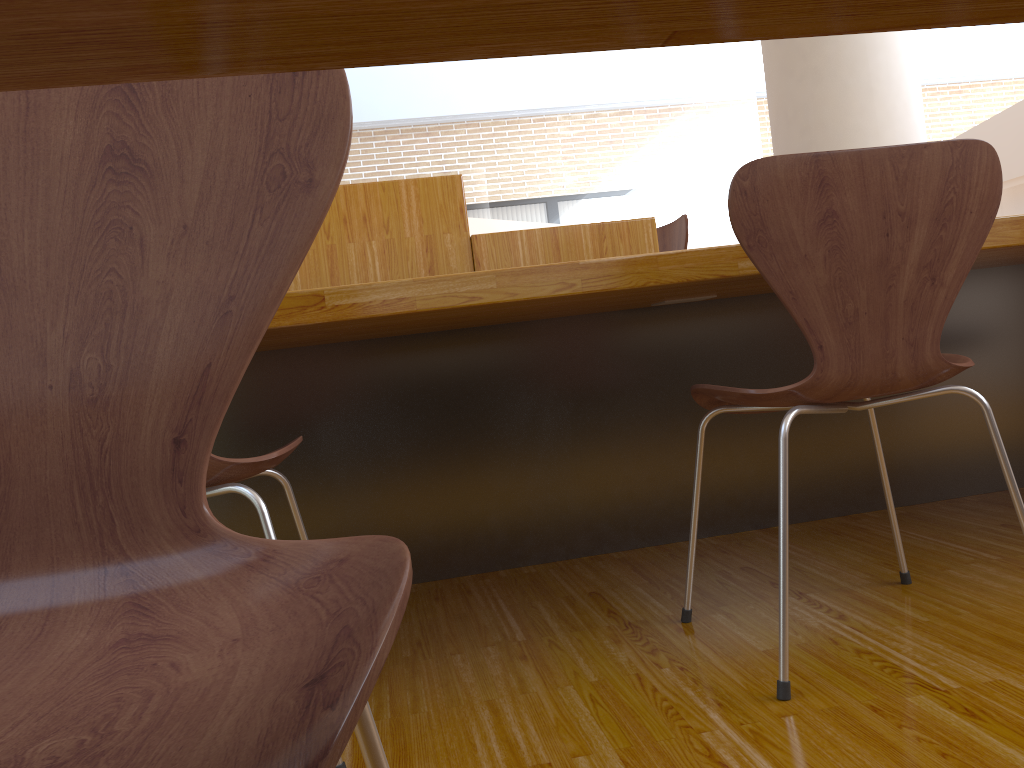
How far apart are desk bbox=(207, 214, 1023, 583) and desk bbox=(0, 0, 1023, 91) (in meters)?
1.03

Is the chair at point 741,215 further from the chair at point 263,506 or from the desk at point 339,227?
the desk at point 339,227

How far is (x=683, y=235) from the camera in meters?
3.0

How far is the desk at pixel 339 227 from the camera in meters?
2.2

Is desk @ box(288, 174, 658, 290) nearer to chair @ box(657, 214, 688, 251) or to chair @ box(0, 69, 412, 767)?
chair @ box(657, 214, 688, 251)

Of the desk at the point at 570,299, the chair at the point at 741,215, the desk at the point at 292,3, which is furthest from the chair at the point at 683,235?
the desk at the point at 292,3

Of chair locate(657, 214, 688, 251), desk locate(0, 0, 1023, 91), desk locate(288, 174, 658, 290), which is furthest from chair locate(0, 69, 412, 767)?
chair locate(657, 214, 688, 251)

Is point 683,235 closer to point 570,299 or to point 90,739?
point 570,299

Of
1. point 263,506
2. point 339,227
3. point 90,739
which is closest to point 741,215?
point 263,506

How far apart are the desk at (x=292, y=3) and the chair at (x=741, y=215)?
0.9m
